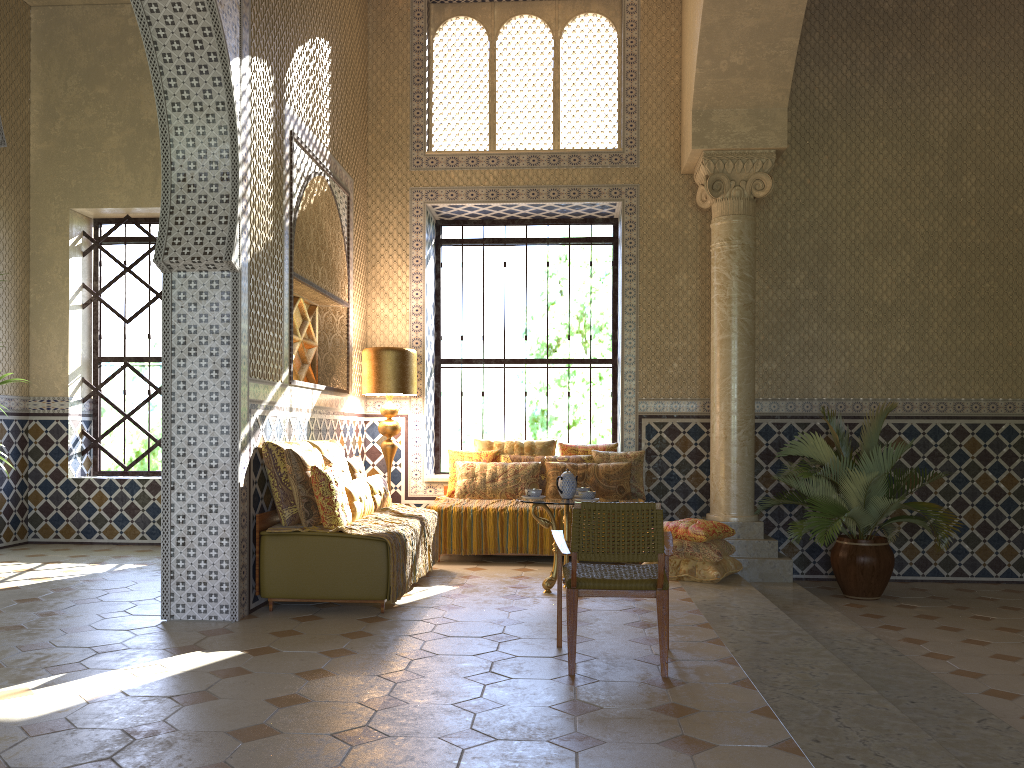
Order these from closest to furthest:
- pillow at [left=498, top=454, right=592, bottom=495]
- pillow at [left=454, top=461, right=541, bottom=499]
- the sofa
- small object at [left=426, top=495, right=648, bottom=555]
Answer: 1. the sofa
2. small object at [left=426, top=495, right=648, bottom=555]
3. pillow at [left=454, top=461, right=541, bottom=499]
4. pillow at [left=498, top=454, right=592, bottom=495]

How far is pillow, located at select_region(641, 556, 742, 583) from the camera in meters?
9.8 m

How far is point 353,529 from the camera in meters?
8.2

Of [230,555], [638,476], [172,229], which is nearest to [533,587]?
[638,476]

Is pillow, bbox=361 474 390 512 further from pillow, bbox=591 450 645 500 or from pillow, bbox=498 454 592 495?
pillow, bbox=591 450 645 500

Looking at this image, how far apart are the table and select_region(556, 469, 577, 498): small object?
0.06m

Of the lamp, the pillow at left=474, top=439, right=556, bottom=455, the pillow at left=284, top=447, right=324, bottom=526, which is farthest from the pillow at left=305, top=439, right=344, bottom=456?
the pillow at left=474, top=439, right=556, bottom=455

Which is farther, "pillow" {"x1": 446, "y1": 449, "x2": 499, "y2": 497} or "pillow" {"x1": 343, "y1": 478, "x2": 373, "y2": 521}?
"pillow" {"x1": 446, "y1": 449, "x2": 499, "y2": 497}

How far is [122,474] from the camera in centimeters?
1363cm

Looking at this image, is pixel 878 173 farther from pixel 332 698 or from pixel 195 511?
pixel 332 698
